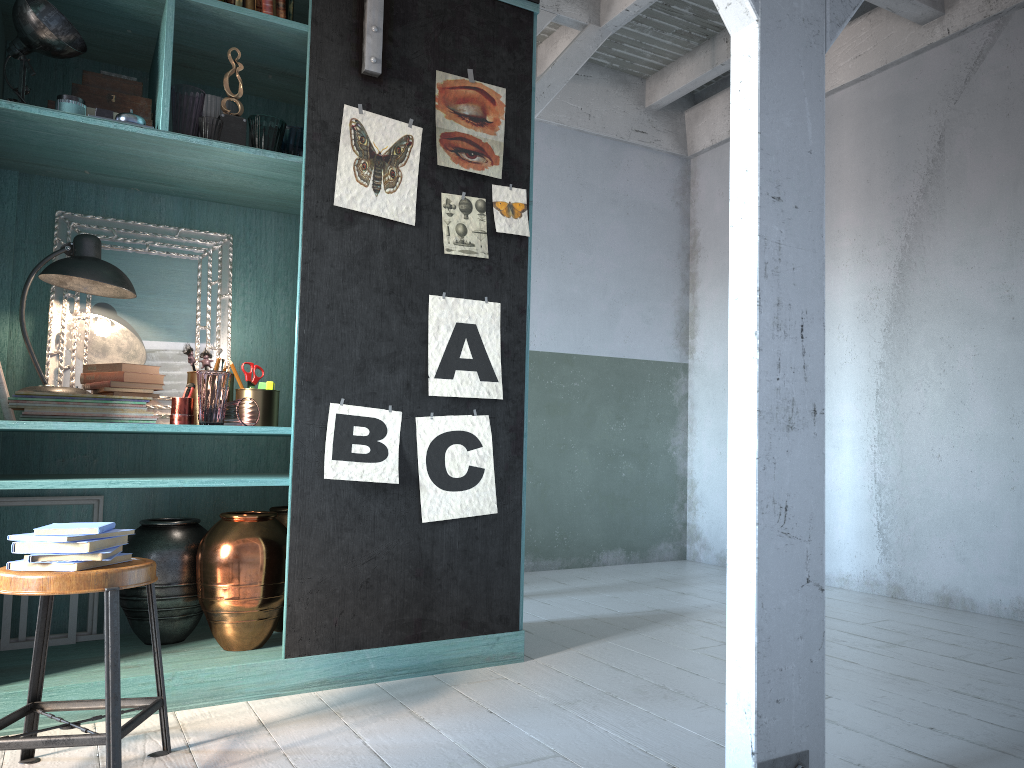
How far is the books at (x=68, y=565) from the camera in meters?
2.7 m

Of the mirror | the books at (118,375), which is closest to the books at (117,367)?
the books at (118,375)

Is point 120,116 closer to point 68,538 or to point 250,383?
point 250,383

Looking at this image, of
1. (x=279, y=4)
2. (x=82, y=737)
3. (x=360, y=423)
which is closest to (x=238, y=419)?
(x=360, y=423)

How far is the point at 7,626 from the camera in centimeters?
395cm

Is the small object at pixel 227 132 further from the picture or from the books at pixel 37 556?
the books at pixel 37 556

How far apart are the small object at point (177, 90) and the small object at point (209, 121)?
0.04m

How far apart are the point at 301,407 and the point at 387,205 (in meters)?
1.00

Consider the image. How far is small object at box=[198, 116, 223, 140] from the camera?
3.7 meters

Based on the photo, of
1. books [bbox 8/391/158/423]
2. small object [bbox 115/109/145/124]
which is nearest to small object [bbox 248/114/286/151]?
small object [bbox 115/109/145/124]
